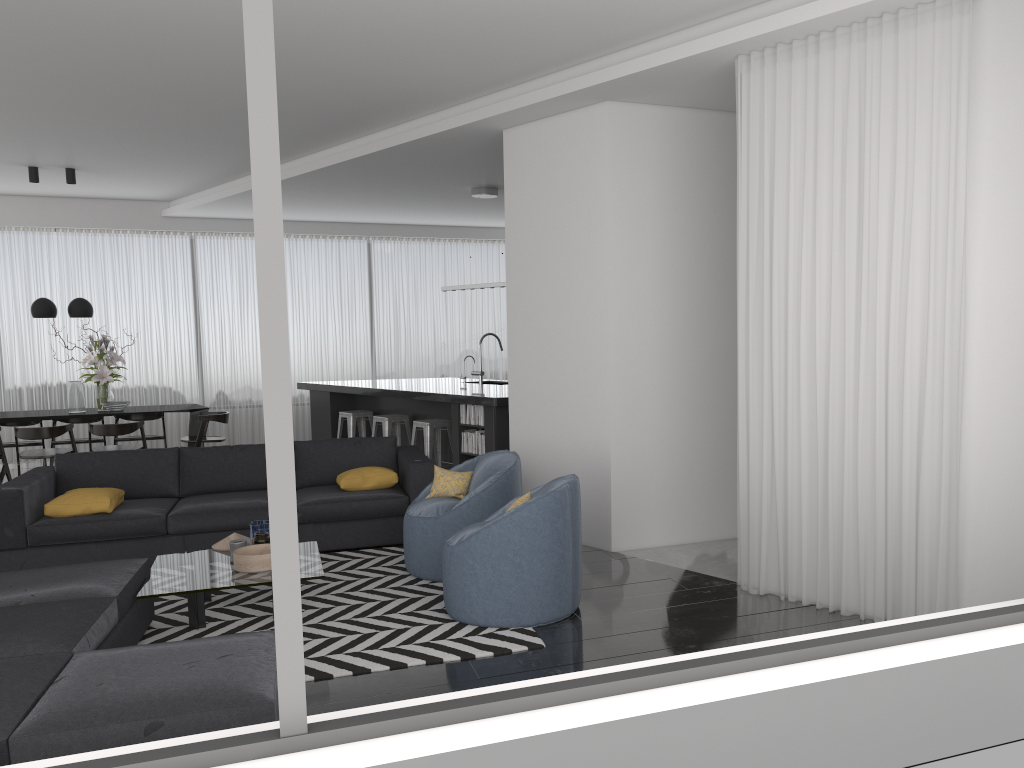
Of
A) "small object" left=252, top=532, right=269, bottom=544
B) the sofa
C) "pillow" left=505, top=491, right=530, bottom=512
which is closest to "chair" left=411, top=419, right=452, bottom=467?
the sofa

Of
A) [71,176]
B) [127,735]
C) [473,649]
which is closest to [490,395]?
[473,649]

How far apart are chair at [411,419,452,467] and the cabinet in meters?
0.1

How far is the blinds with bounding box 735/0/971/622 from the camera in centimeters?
400cm

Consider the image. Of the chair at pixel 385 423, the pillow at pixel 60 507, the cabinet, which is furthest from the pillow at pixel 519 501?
the chair at pixel 385 423

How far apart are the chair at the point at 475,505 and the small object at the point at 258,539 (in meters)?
0.91

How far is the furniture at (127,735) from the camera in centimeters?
273cm

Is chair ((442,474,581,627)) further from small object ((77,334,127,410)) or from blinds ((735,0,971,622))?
small object ((77,334,127,410))

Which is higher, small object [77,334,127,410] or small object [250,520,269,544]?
small object [77,334,127,410]

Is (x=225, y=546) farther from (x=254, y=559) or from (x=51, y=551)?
(x=51, y=551)
